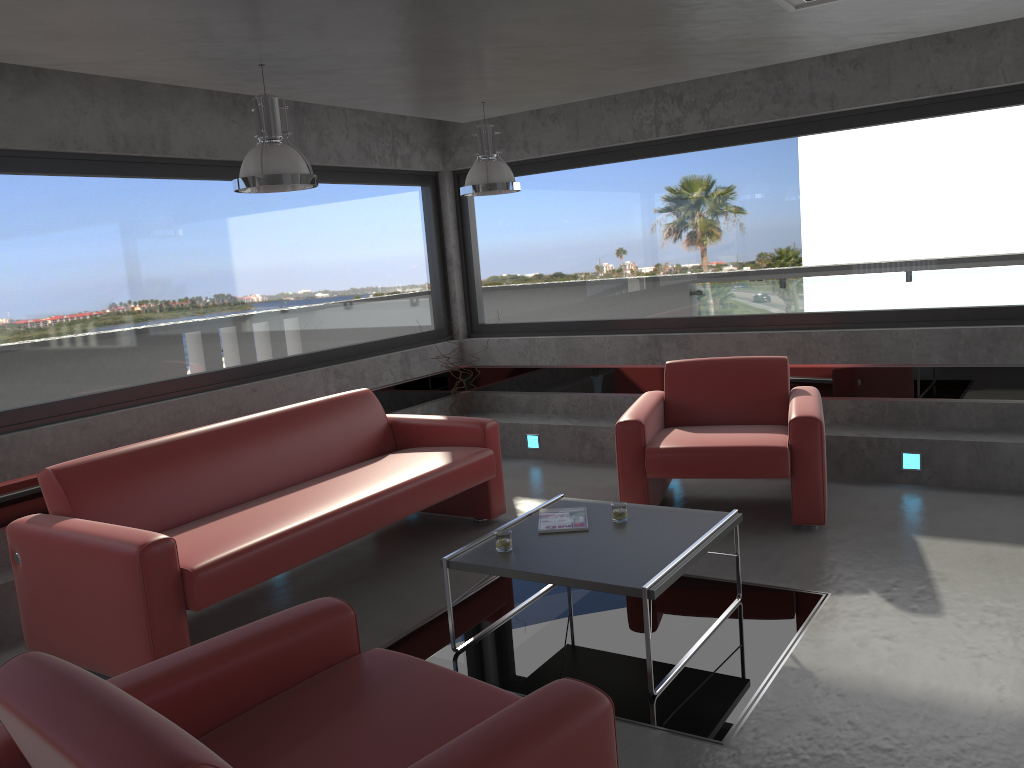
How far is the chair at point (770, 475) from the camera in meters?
4.9

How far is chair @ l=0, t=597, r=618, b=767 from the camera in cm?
168

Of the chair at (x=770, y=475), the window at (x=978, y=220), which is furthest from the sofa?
the window at (x=978, y=220)

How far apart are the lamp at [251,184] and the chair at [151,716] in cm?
205

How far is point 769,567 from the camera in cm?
452

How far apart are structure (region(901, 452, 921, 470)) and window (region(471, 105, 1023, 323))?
1.1m

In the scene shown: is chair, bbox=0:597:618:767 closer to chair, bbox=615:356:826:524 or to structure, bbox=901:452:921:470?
chair, bbox=615:356:826:524

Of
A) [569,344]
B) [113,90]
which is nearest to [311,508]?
[113,90]

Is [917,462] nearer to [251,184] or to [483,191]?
[483,191]

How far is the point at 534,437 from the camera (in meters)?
7.29
